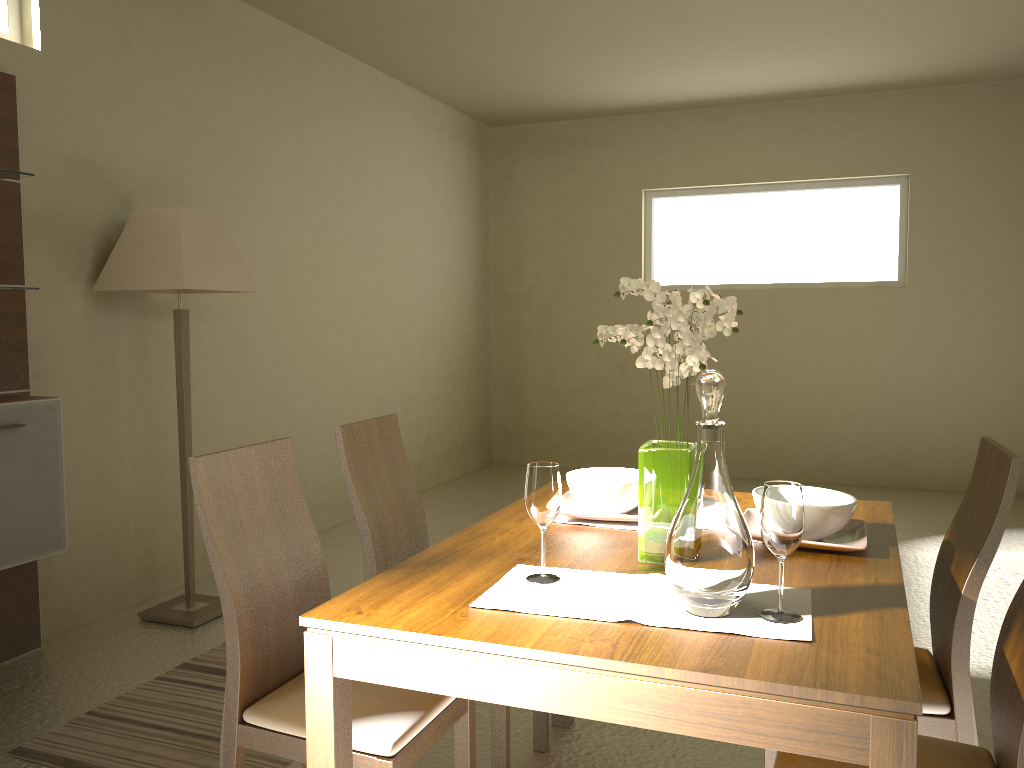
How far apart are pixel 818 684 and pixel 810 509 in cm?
74

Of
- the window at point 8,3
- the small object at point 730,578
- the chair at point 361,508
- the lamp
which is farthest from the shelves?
the small object at point 730,578

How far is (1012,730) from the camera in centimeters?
147cm

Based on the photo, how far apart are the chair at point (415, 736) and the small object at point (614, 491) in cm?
57

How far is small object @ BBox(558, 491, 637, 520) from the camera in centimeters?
220cm

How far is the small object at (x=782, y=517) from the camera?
1.5 meters

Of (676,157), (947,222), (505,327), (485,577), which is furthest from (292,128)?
(947,222)

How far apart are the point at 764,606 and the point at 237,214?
3.86m

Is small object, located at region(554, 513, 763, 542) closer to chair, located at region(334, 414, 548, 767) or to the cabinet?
chair, located at region(334, 414, 548, 767)

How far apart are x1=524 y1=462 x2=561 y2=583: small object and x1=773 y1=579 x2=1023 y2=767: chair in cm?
54
